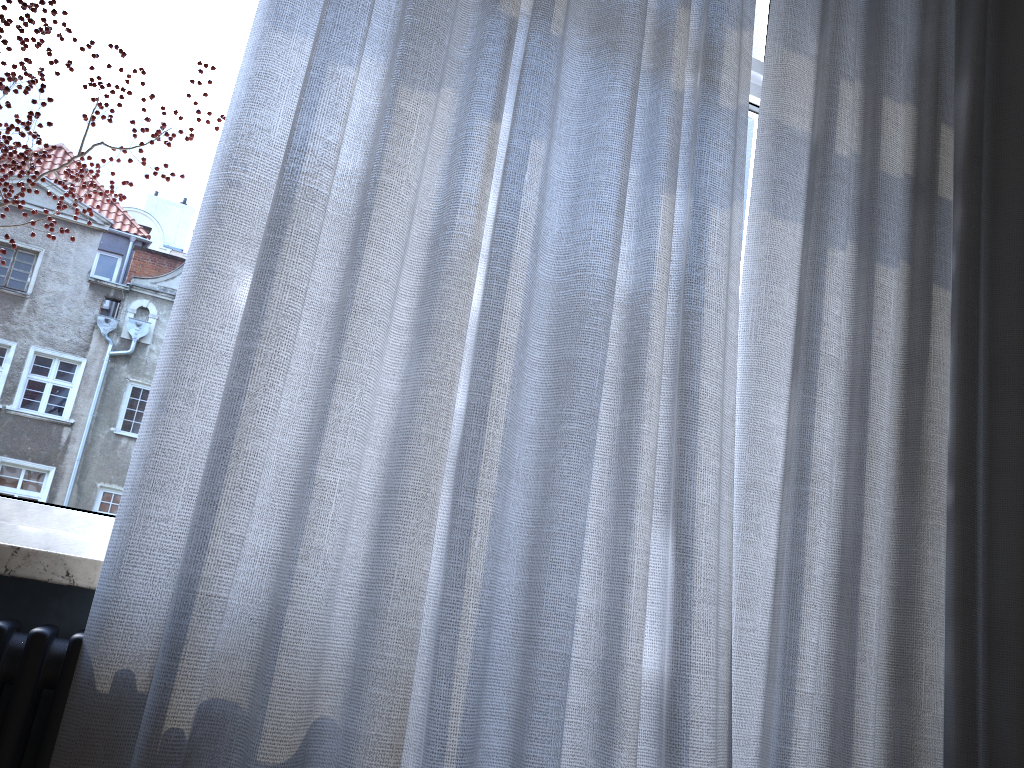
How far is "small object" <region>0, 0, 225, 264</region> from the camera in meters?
1.2

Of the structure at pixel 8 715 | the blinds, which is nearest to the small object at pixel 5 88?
the blinds

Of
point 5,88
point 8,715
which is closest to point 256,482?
point 8,715

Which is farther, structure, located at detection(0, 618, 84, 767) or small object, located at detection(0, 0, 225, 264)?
small object, located at detection(0, 0, 225, 264)

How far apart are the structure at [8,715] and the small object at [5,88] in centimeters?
58cm

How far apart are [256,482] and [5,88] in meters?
0.6

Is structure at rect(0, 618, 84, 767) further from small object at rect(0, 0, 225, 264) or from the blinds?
small object at rect(0, 0, 225, 264)

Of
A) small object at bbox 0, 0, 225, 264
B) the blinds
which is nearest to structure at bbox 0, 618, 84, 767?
the blinds

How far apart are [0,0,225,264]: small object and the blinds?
0.14m

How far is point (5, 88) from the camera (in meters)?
1.16
